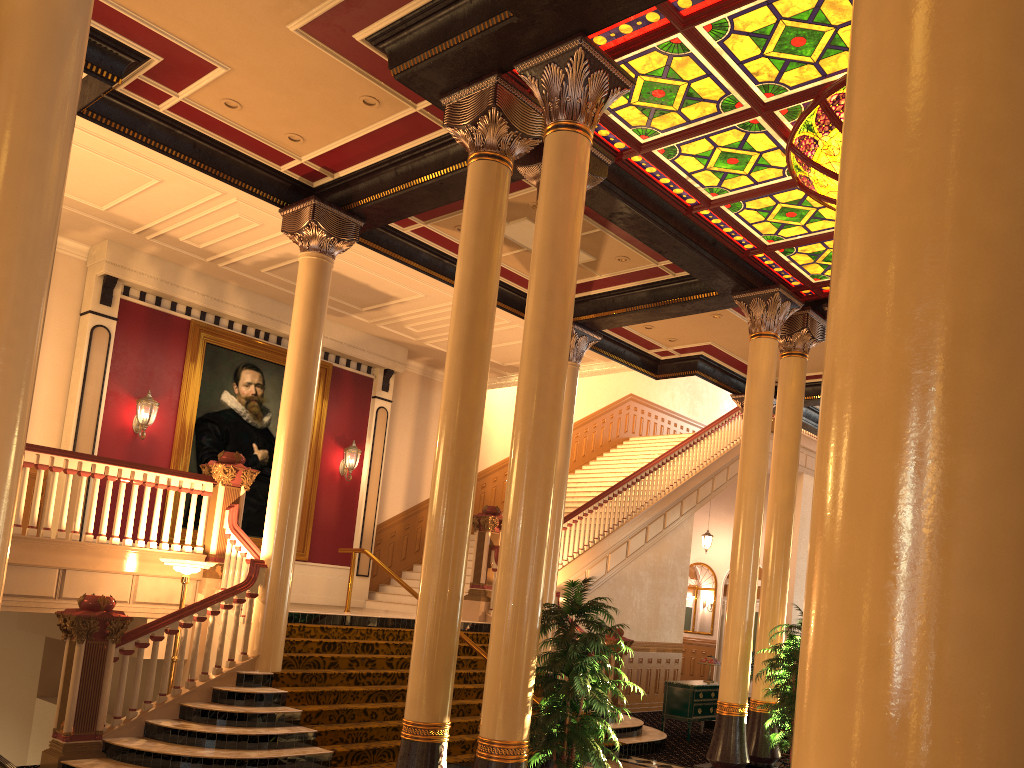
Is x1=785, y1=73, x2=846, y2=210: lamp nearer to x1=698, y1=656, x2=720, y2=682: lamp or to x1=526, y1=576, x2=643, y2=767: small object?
x1=526, y1=576, x2=643, y2=767: small object

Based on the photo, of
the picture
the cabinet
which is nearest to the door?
the cabinet

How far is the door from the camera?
21.7 meters

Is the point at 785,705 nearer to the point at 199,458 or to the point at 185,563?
the point at 185,563

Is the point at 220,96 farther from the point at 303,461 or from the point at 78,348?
the point at 78,348

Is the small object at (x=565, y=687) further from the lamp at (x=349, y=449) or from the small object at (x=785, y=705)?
the lamp at (x=349, y=449)

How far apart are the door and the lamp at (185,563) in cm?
1590

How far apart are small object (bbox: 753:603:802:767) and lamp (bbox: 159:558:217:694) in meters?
5.9 m

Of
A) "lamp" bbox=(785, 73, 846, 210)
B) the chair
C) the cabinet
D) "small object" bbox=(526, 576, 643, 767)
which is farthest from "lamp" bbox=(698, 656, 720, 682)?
the chair

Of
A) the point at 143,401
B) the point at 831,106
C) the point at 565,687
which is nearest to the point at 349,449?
the point at 143,401
